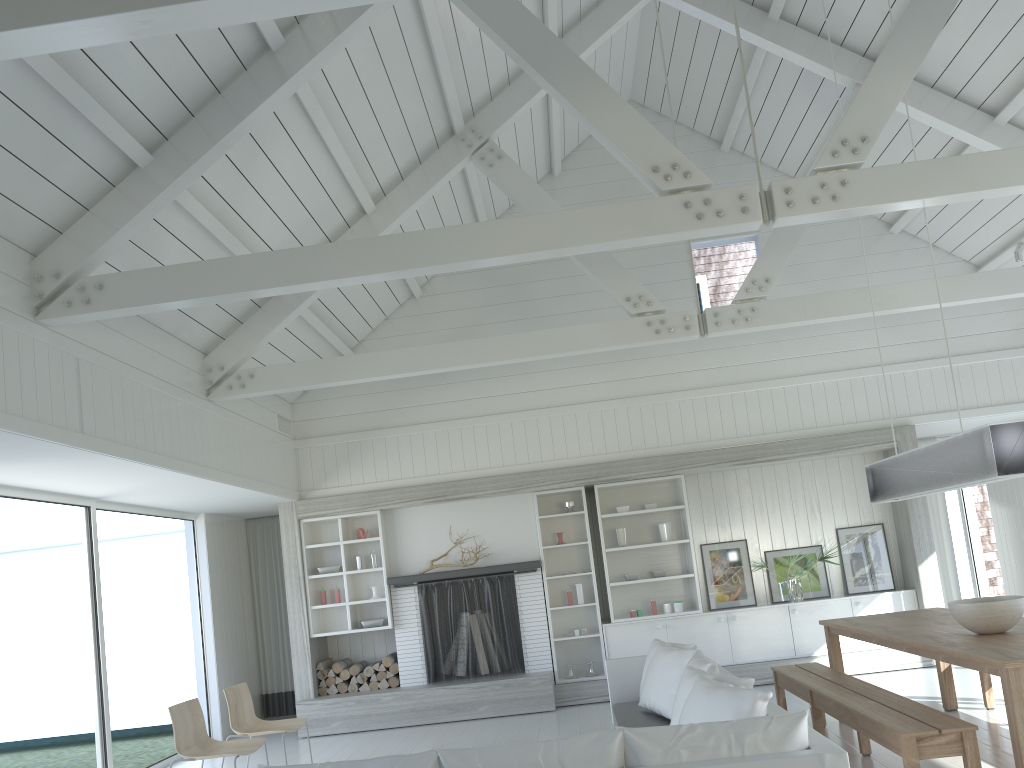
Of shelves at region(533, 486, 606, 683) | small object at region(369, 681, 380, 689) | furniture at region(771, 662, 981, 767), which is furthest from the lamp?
small object at region(369, 681, 380, 689)

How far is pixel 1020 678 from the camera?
3.83m

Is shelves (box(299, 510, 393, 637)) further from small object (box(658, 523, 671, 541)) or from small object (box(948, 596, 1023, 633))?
small object (box(948, 596, 1023, 633))

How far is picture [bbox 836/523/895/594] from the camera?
9.0 meters

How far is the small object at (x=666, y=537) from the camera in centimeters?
913cm

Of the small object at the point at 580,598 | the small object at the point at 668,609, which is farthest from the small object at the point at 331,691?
the small object at the point at 668,609

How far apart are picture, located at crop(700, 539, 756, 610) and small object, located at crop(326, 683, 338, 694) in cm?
396

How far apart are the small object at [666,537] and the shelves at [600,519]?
0.09m

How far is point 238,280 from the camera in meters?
4.9 m

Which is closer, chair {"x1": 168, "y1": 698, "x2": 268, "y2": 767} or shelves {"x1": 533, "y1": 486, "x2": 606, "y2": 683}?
chair {"x1": 168, "y1": 698, "x2": 268, "y2": 767}
